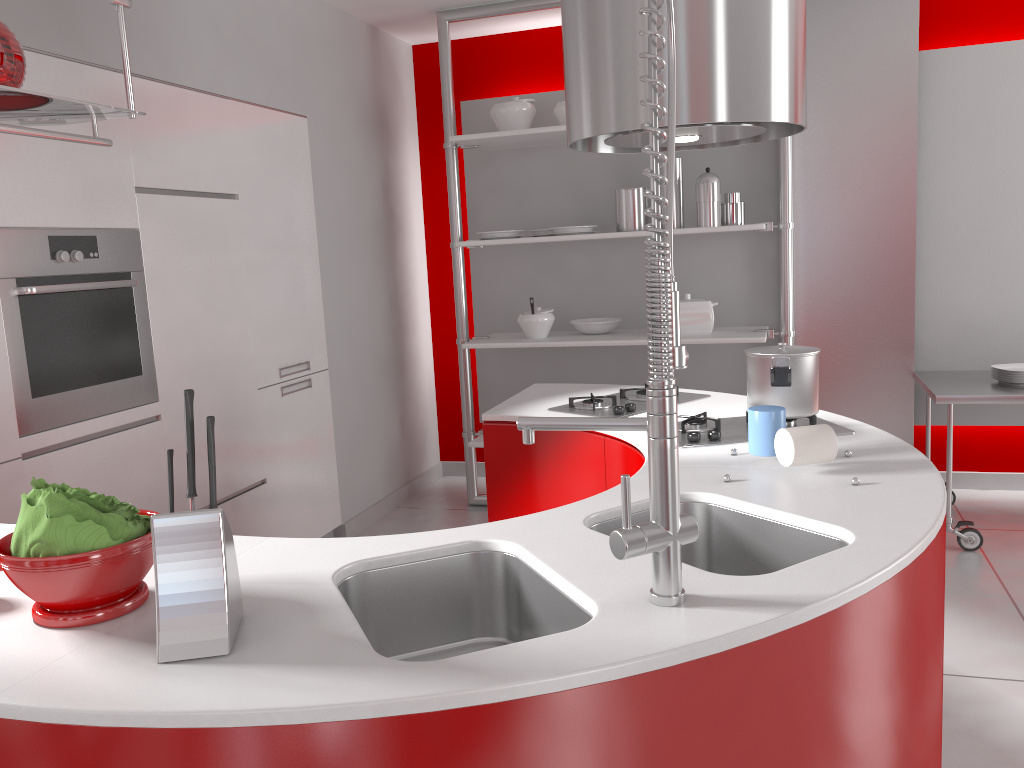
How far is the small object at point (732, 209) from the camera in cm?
422

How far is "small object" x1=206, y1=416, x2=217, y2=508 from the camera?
1.19m

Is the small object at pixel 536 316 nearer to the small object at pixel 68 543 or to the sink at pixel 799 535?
the sink at pixel 799 535

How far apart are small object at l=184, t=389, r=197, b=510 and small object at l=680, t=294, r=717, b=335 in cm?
332

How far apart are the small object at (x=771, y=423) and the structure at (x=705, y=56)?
0.7 meters

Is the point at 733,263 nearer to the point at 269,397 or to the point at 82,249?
the point at 269,397

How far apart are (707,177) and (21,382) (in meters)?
2.92

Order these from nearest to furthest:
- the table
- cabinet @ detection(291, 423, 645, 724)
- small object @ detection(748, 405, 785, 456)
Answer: small object @ detection(748, 405, 785, 456), cabinet @ detection(291, 423, 645, 724), the table

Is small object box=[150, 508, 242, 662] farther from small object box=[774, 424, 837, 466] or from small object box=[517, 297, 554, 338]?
small object box=[517, 297, 554, 338]

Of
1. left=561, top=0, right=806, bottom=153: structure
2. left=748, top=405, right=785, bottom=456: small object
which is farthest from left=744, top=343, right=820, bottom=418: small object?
left=561, top=0, right=806, bottom=153: structure
